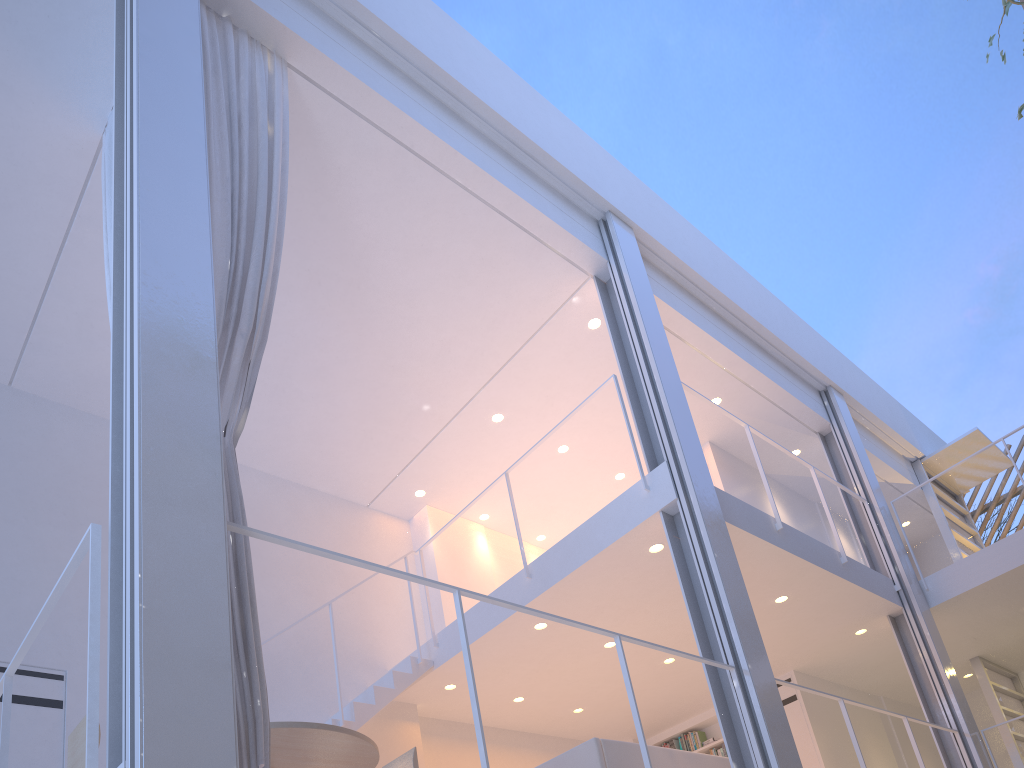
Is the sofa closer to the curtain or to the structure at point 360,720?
the structure at point 360,720

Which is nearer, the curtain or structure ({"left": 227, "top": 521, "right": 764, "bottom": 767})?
structure ({"left": 227, "top": 521, "right": 764, "bottom": 767})

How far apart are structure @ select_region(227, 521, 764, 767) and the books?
2.6 meters

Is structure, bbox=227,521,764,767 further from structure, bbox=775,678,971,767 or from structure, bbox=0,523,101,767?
structure, bbox=775,678,971,767

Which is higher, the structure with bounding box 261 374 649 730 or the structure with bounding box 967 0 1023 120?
the structure with bounding box 967 0 1023 120

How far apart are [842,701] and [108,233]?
2.9m

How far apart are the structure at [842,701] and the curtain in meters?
2.8

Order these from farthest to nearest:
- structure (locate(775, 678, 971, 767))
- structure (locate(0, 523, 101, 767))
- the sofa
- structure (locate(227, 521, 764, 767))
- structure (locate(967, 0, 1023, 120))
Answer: structure (locate(775, 678, 971, 767)) < structure (locate(967, 0, 1023, 120)) < the sofa < structure (locate(227, 521, 764, 767)) < structure (locate(0, 523, 101, 767))

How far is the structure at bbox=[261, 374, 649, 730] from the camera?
3.25m

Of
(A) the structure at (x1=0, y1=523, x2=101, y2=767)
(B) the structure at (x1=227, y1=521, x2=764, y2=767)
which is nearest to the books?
(B) the structure at (x1=227, y1=521, x2=764, y2=767)
